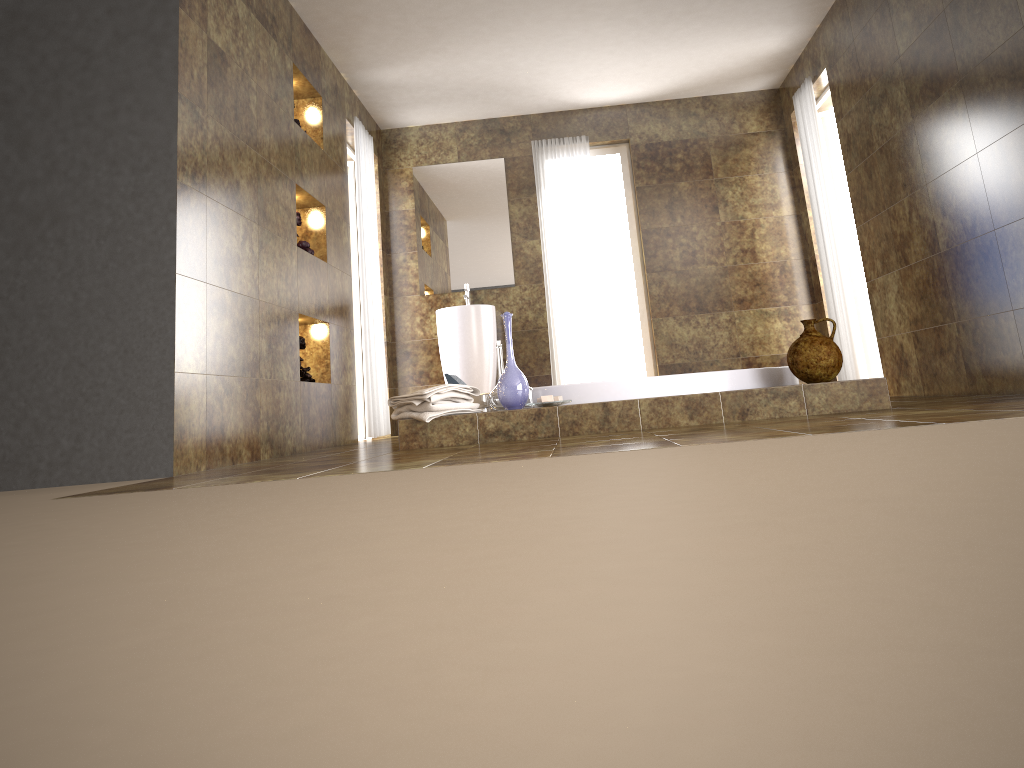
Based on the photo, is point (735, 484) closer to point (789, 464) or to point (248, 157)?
point (789, 464)

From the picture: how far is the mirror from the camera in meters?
6.9 m

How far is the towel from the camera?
3.7 meters

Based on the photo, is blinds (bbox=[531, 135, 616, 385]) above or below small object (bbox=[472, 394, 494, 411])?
above

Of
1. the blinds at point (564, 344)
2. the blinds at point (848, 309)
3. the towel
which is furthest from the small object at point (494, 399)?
the blinds at point (848, 309)

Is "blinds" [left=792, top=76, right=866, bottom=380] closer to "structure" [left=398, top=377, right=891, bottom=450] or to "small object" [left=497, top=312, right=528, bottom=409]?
"structure" [left=398, top=377, right=891, bottom=450]

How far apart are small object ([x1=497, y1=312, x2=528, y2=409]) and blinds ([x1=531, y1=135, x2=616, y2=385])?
3.08m

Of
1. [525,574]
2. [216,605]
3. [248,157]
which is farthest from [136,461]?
[525,574]

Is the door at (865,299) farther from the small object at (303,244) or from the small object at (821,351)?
the small object at (303,244)

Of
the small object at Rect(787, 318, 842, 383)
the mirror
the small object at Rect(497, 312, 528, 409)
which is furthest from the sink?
the small object at Rect(787, 318, 842, 383)
